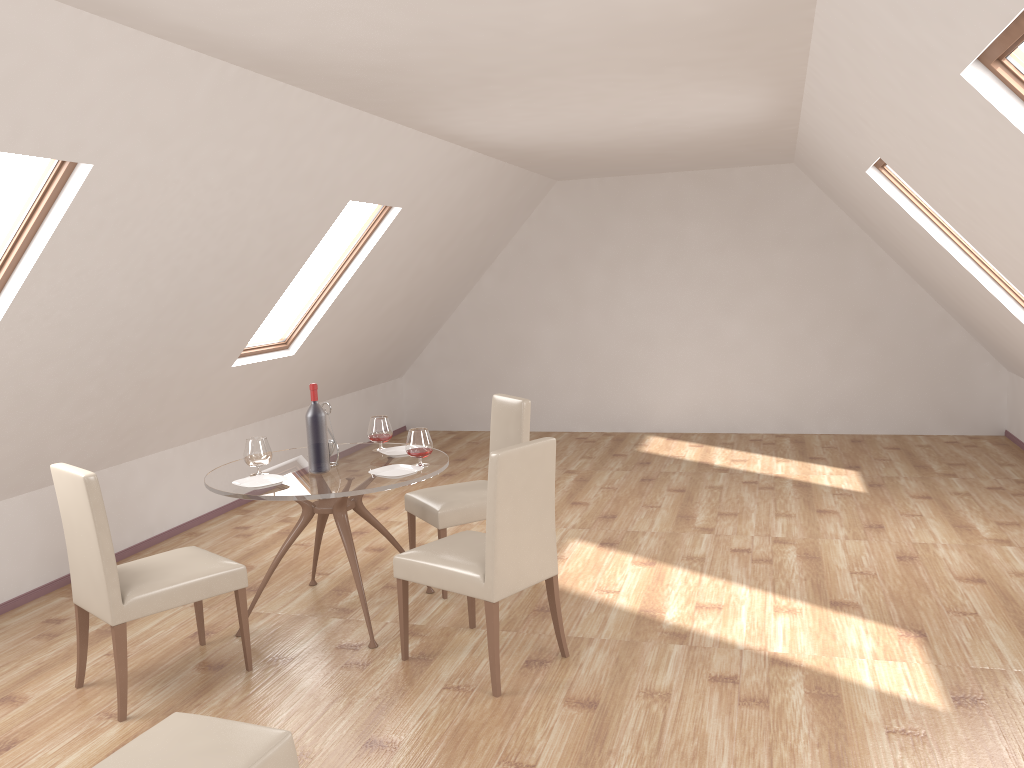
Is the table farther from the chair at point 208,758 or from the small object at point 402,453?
the chair at point 208,758

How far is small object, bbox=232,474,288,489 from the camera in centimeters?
409cm

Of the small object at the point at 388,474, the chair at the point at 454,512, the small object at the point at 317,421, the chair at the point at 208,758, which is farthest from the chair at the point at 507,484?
the chair at the point at 208,758

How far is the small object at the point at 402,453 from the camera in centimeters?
466cm

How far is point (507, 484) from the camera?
3.5m

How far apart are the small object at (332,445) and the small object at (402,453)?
0.3 meters

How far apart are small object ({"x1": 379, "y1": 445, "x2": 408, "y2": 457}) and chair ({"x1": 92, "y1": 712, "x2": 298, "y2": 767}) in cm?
206

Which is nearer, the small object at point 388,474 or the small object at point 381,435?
the small object at point 388,474

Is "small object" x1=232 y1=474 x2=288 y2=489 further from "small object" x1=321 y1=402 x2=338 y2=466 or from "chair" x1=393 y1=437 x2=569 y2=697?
"chair" x1=393 y1=437 x2=569 y2=697

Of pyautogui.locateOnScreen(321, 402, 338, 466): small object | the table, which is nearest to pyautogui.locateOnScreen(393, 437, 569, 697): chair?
the table
